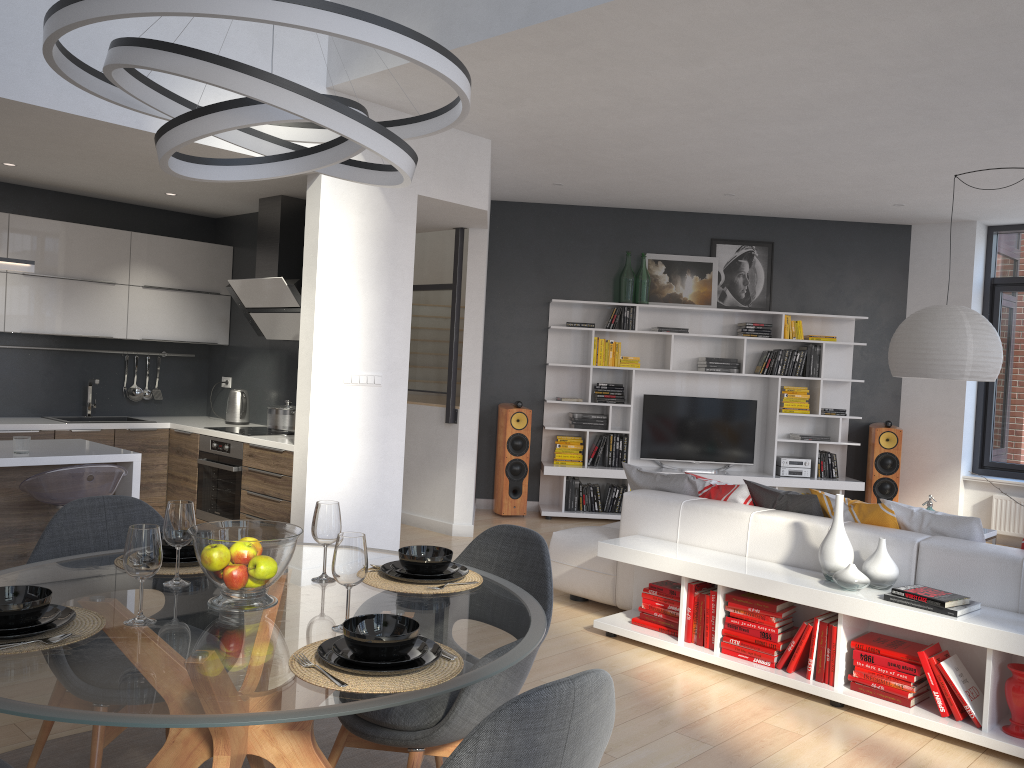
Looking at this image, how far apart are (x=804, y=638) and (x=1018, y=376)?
5.8 meters

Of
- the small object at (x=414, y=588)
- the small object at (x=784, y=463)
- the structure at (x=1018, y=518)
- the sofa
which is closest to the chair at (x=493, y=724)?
the small object at (x=414, y=588)

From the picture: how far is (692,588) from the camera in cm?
440

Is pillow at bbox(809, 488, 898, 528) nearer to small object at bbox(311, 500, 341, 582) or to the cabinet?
small object at bbox(311, 500, 341, 582)

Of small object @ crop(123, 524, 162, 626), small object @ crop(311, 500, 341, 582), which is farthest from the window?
small object @ crop(123, 524, 162, 626)

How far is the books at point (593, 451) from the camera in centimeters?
839cm

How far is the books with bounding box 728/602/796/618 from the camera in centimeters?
409cm

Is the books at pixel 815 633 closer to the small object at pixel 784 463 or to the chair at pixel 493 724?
the chair at pixel 493 724

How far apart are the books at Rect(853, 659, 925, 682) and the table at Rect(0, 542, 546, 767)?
2.1m

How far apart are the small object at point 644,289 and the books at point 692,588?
4.4m
